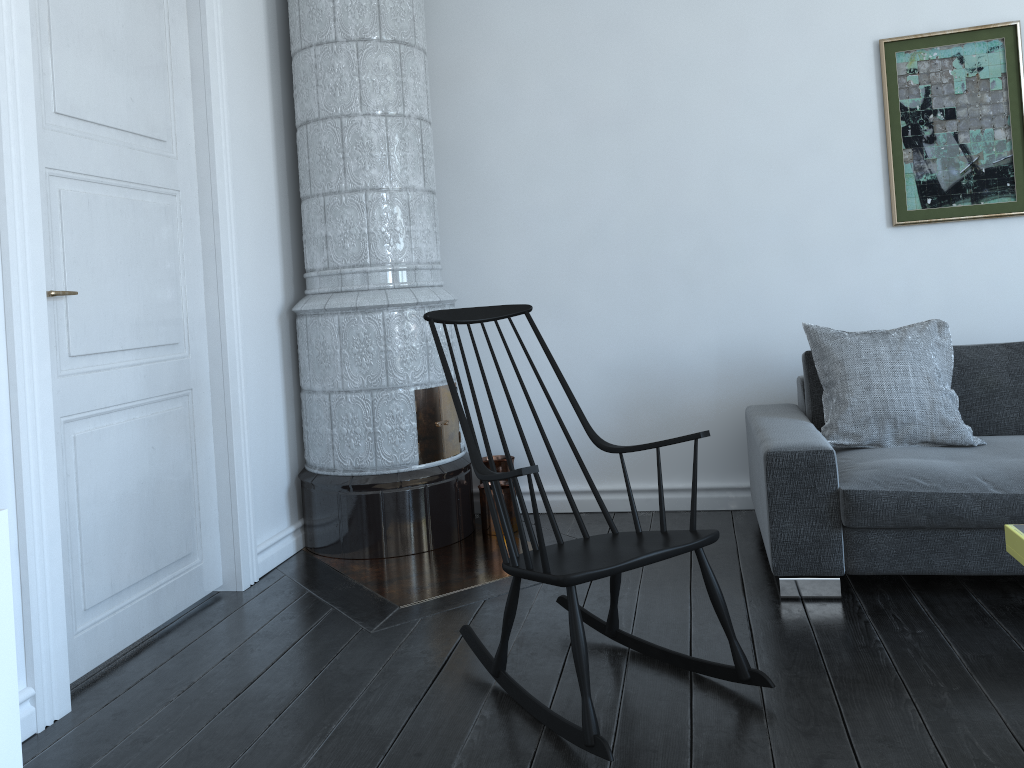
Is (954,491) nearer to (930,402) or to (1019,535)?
(930,402)

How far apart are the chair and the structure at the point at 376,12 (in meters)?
0.55

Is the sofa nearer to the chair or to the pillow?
the pillow

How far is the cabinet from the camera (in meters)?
1.53

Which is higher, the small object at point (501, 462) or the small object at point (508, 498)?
the small object at point (501, 462)

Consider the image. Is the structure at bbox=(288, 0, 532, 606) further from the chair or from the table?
the table

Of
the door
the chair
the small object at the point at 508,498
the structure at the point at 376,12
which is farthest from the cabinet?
the small object at the point at 508,498

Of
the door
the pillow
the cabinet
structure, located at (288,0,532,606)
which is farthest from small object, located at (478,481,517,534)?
the cabinet

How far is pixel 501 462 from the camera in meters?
4.0

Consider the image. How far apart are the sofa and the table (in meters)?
0.59
